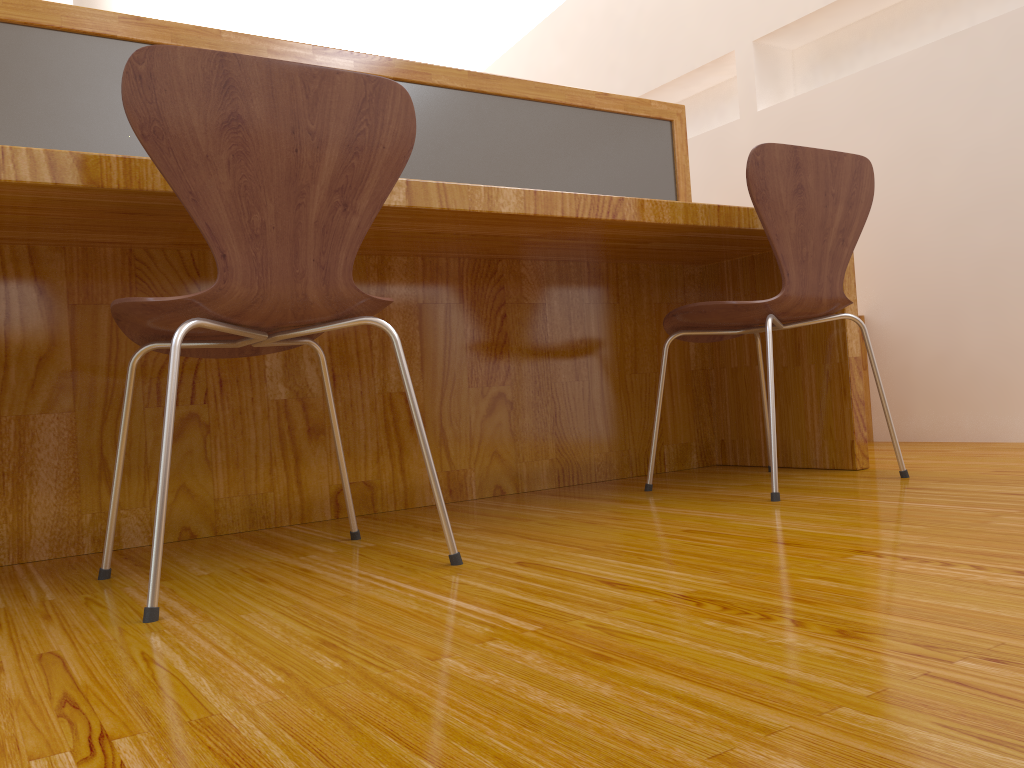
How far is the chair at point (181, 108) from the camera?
1.1m

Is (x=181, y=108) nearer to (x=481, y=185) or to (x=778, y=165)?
(x=481, y=185)

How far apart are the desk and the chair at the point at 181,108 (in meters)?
0.17

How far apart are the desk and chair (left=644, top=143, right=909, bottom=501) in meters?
0.1

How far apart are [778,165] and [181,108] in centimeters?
113cm

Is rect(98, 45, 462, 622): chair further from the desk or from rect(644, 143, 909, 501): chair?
rect(644, 143, 909, 501): chair

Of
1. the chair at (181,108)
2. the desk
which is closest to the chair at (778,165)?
the desk

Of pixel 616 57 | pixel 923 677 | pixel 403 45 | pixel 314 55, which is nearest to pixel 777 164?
pixel 314 55

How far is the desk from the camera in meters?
1.6

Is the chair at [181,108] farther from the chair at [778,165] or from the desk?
the chair at [778,165]
